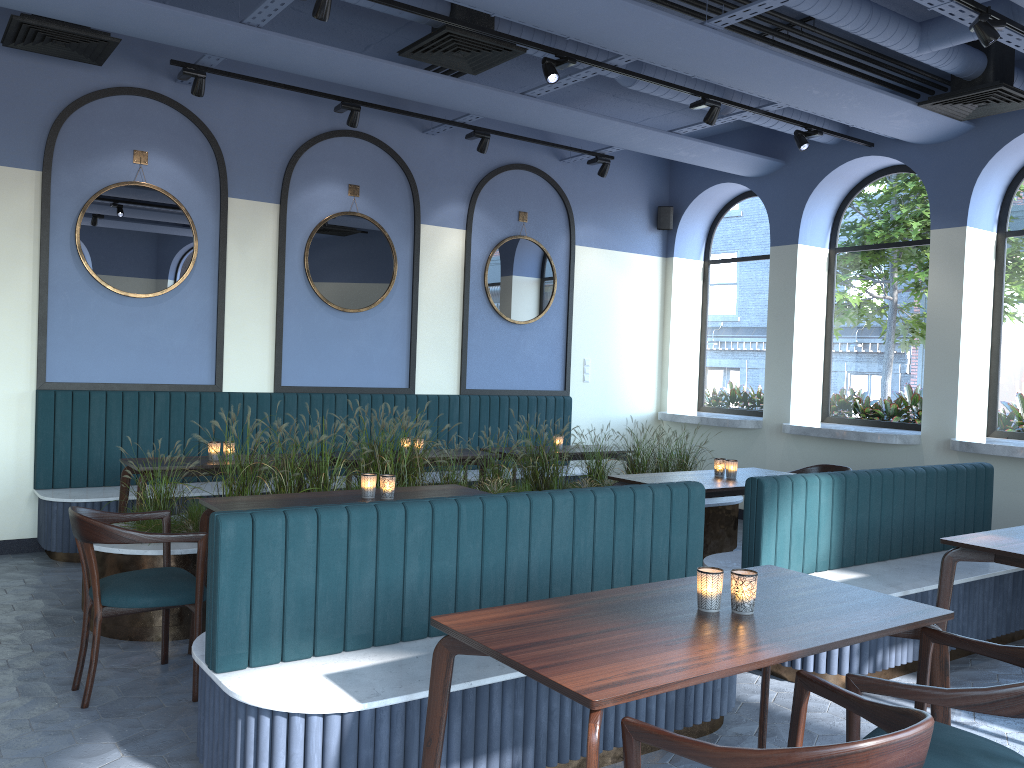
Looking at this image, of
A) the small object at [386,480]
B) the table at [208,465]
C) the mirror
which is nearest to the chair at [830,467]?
the mirror

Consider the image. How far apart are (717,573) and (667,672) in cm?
58

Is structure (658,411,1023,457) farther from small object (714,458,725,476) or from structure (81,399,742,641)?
small object (714,458,725,476)

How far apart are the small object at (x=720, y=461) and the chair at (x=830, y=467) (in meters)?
1.13

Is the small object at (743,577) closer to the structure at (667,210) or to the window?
the window

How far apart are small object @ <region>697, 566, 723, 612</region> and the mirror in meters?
5.3 m

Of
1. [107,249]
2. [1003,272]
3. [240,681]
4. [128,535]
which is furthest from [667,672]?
[1003,272]

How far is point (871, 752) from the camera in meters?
1.6 m

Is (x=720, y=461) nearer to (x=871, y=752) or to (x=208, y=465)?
(x=208, y=465)

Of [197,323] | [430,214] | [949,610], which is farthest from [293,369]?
[949,610]
